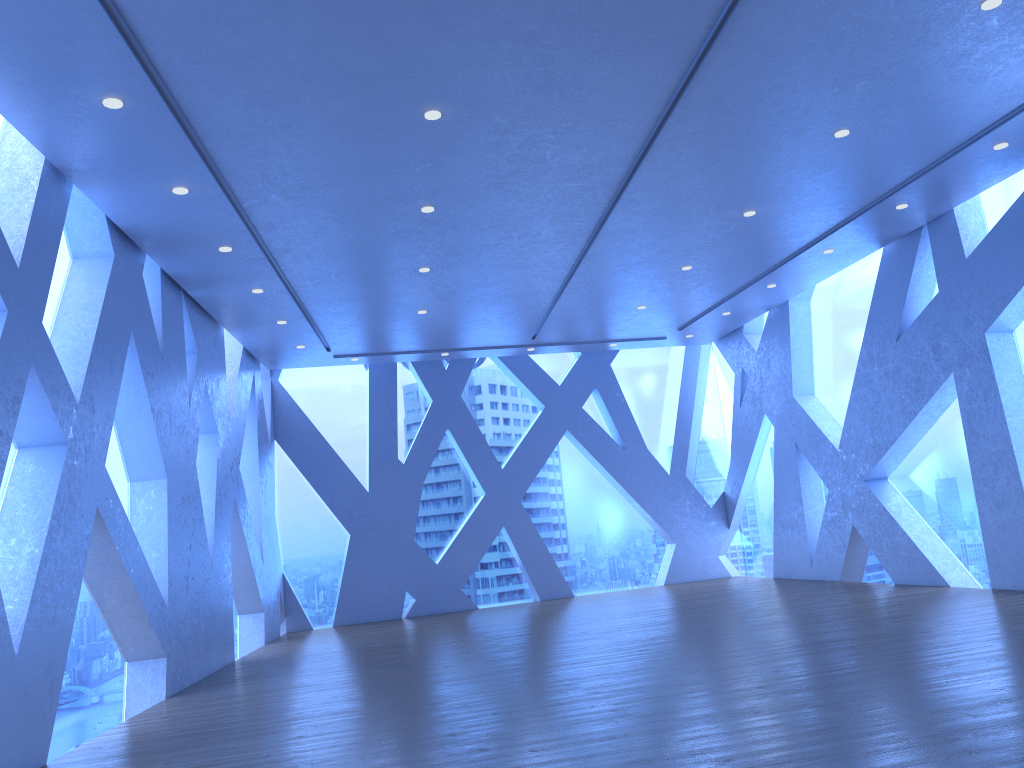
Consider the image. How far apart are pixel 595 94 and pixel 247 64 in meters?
2.2
